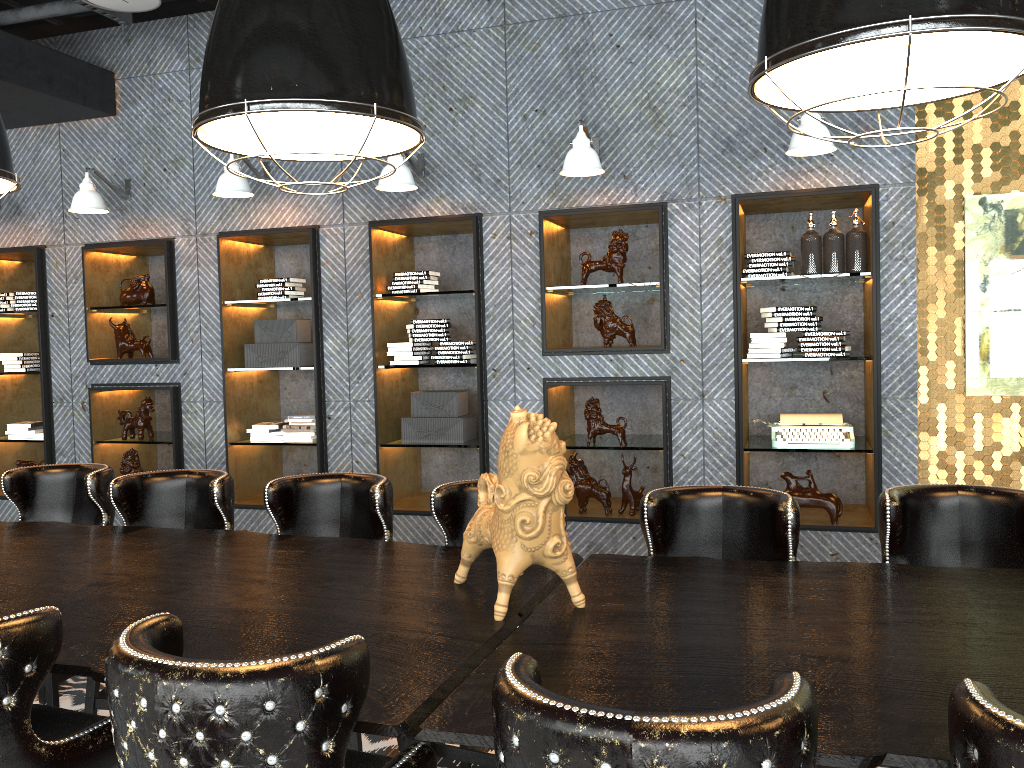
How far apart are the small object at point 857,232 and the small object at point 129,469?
4.8 meters

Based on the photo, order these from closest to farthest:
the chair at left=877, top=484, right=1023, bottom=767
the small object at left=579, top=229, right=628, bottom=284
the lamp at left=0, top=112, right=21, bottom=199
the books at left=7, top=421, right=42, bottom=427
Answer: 1. the chair at left=877, top=484, right=1023, bottom=767
2. the lamp at left=0, top=112, right=21, bottom=199
3. the small object at left=579, top=229, right=628, bottom=284
4. the books at left=7, top=421, right=42, bottom=427

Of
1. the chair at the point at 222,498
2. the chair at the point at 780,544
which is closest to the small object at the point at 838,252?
the chair at the point at 780,544

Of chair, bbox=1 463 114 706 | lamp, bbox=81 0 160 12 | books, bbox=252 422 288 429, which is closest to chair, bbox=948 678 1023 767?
chair, bbox=1 463 114 706

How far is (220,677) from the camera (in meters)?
1.43

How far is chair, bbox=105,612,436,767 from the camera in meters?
1.4

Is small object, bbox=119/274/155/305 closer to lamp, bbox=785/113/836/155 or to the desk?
the desk

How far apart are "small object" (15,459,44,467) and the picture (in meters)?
6.37

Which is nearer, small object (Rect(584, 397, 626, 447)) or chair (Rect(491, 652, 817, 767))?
chair (Rect(491, 652, 817, 767))

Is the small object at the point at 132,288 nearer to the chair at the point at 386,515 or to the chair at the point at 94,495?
the chair at the point at 94,495
